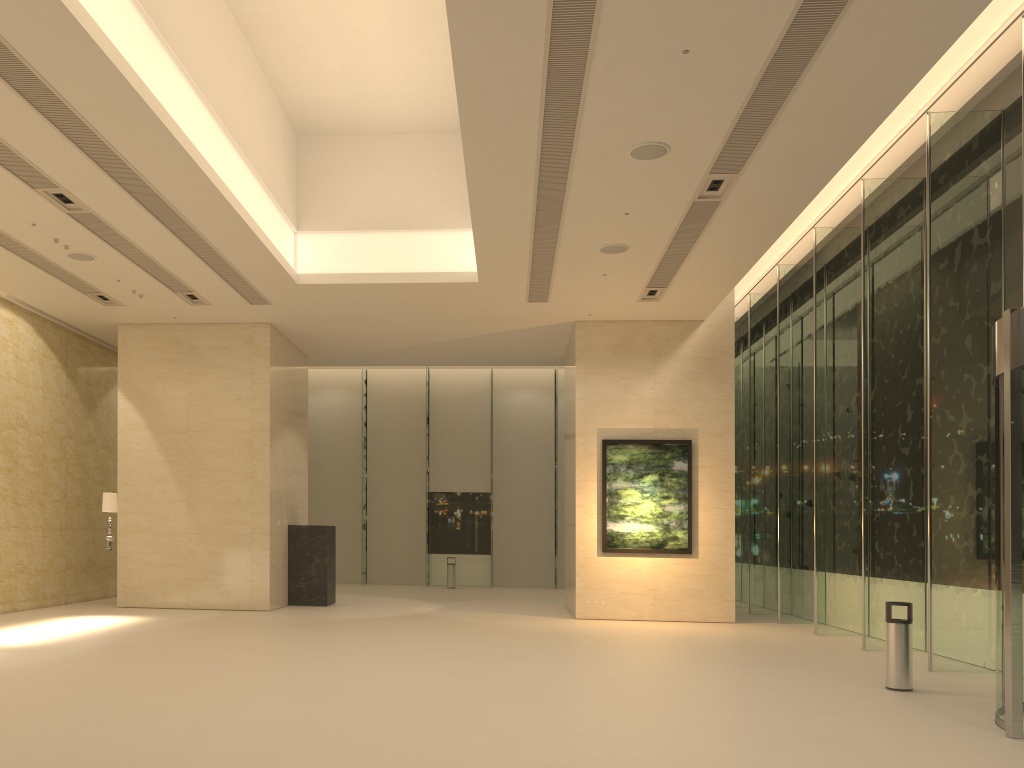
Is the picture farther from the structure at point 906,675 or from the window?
the structure at point 906,675

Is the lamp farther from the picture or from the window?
the window

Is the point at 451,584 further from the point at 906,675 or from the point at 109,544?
the point at 906,675

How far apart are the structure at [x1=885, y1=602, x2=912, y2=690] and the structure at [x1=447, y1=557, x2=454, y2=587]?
17.8 meters

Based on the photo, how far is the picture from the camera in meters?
17.1 m

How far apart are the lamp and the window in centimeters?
1220cm

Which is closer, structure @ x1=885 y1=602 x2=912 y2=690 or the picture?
structure @ x1=885 y1=602 x2=912 y2=690

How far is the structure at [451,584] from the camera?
26.2m

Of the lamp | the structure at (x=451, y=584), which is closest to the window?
the structure at (x=451, y=584)

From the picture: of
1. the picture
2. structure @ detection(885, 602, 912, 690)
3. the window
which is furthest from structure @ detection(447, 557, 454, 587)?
structure @ detection(885, 602, 912, 690)
